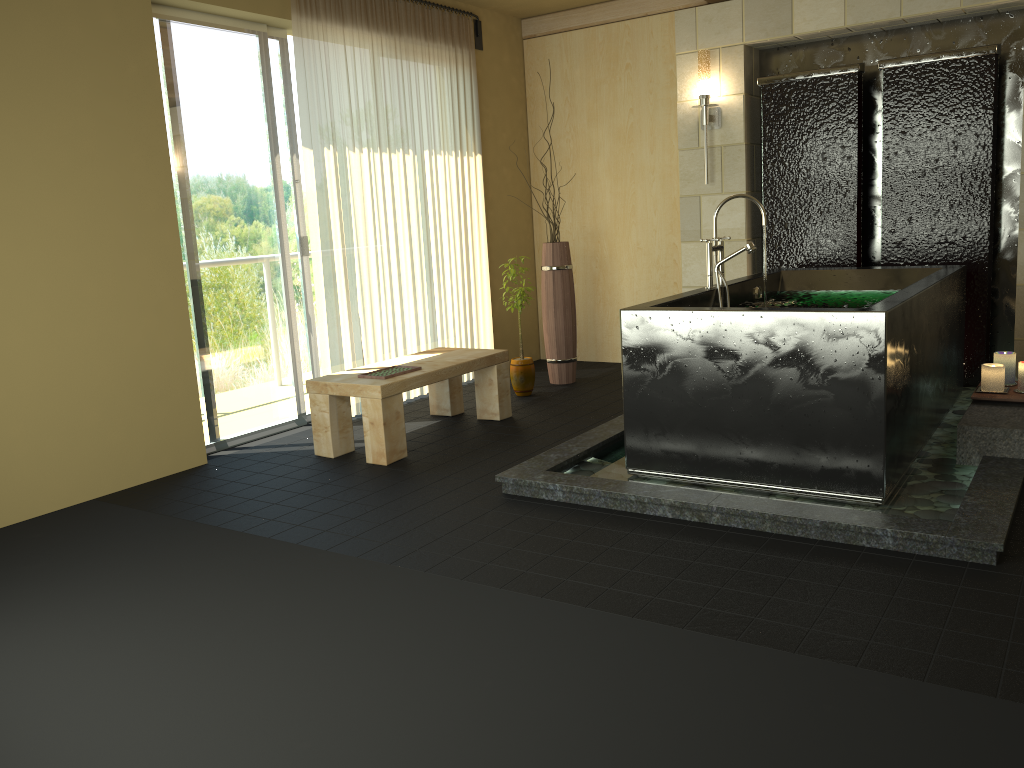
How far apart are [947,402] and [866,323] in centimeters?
165cm

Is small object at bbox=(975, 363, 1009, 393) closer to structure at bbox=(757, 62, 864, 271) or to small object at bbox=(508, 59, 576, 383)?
structure at bbox=(757, 62, 864, 271)

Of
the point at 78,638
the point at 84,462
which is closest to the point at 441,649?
the point at 78,638

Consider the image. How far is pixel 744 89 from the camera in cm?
565

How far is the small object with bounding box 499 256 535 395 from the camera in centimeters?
575cm

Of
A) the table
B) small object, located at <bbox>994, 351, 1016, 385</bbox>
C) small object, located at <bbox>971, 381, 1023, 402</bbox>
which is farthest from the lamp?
small object, located at <bbox>971, 381, 1023, 402</bbox>

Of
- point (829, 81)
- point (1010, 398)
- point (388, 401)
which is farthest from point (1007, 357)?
point (388, 401)

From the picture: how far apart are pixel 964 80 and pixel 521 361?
3.0m

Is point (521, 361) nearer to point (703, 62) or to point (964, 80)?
point (703, 62)

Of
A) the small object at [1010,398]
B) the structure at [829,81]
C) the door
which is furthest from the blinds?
the small object at [1010,398]
